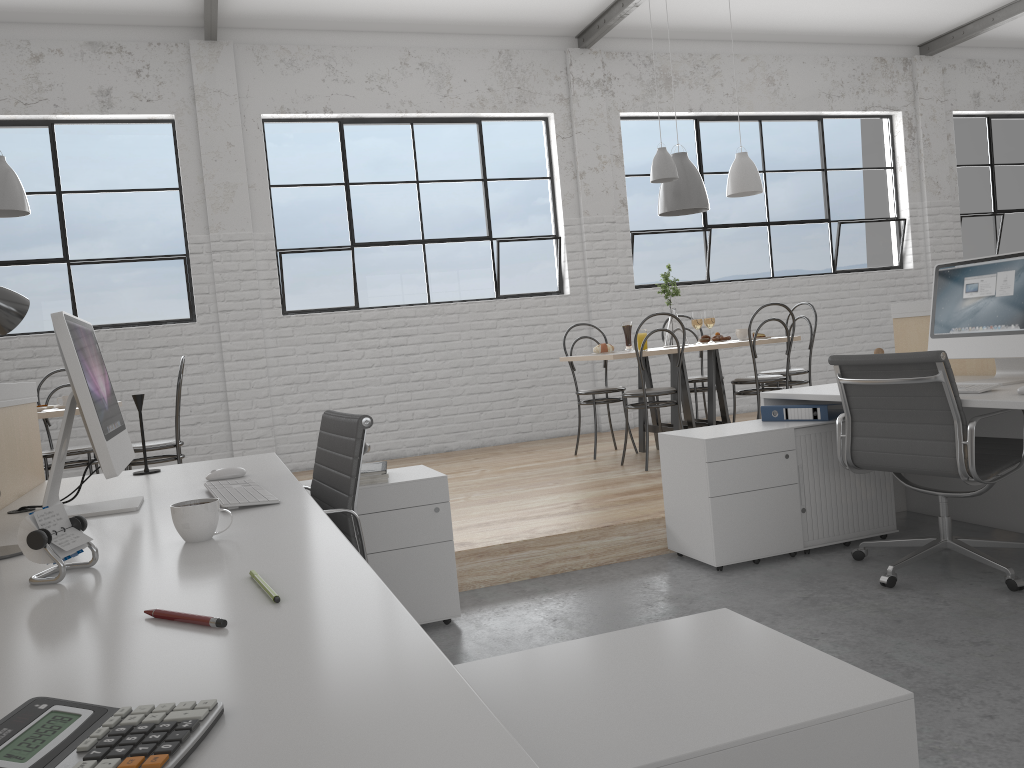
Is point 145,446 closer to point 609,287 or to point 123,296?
point 123,296

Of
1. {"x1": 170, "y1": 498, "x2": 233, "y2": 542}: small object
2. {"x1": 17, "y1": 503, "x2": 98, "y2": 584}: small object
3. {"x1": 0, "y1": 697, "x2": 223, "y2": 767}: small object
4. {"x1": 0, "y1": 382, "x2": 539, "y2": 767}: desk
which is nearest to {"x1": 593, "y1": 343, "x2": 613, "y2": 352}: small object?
{"x1": 0, "y1": 382, "x2": 539, "y2": 767}: desk

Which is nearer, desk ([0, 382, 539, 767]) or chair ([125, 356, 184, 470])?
desk ([0, 382, 539, 767])

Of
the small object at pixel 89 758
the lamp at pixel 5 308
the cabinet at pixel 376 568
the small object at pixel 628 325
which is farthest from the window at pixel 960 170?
the small object at pixel 89 758

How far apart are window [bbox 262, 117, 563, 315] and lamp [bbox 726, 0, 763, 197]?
1.3 meters

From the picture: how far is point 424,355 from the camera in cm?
536

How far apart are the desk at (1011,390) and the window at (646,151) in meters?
2.8

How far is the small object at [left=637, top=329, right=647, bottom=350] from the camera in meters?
4.2

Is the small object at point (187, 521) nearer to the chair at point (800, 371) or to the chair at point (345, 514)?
the chair at point (345, 514)

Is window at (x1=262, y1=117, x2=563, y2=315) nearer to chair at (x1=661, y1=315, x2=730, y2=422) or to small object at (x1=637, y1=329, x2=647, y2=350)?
chair at (x1=661, y1=315, x2=730, y2=422)
